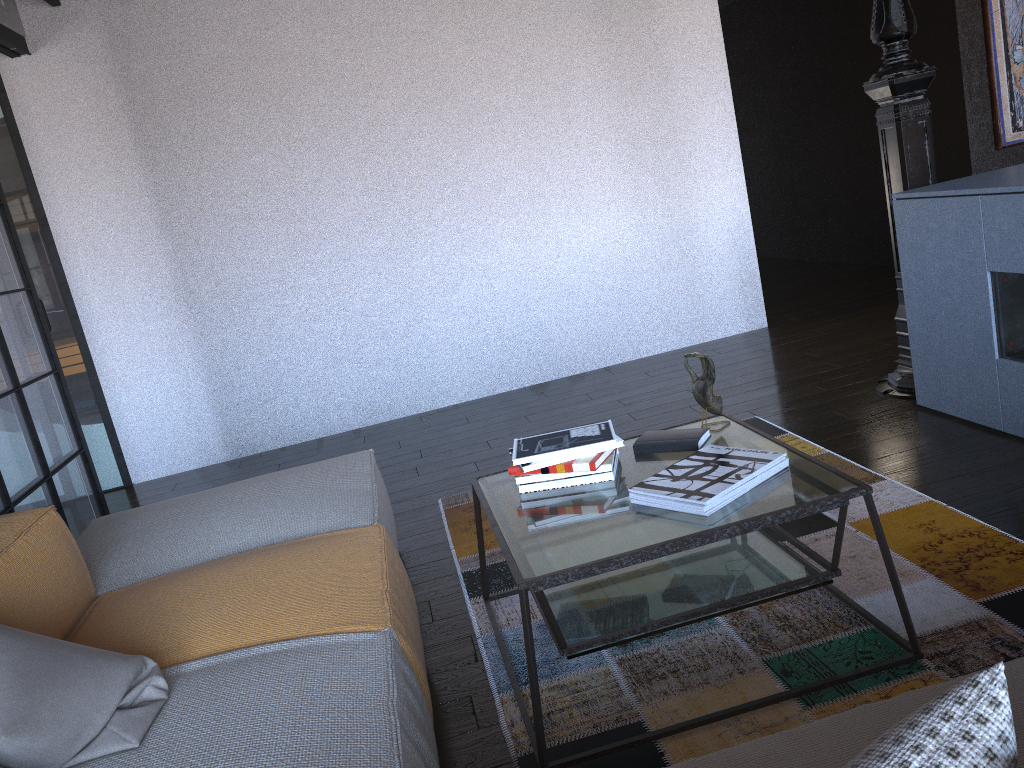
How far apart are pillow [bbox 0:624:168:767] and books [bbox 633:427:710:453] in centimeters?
128cm

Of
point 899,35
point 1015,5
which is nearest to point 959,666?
point 899,35

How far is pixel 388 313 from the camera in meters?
5.2

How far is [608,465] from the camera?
2.2m

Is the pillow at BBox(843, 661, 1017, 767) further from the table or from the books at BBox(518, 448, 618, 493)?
the books at BBox(518, 448, 618, 493)

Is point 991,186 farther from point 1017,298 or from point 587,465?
point 587,465

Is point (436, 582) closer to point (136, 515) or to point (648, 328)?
point (136, 515)

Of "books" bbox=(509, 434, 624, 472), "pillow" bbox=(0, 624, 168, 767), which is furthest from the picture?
"pillow" bbox=(0, 624, 168, 767)

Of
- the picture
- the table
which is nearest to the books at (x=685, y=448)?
the table

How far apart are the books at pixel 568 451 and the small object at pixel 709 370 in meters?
0.3 m
